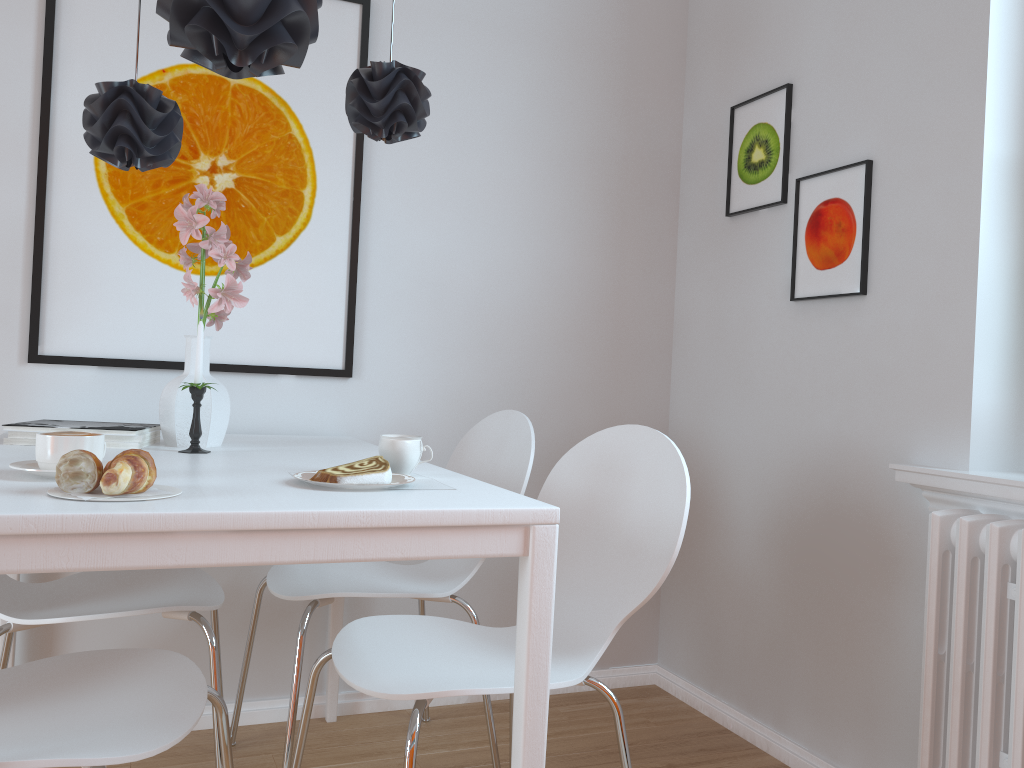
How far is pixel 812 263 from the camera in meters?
2.3

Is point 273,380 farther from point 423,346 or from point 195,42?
point 195,42

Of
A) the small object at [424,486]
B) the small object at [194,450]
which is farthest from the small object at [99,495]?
the small object at [194,450]

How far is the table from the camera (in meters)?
1.02

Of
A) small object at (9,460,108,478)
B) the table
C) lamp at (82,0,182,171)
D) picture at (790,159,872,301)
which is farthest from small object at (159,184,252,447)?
picture at (790,159,872,301)

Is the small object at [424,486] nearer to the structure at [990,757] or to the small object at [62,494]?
the small object at [62,494]

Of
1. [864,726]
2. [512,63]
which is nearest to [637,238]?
[512,63]

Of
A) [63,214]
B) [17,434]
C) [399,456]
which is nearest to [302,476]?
[399,456]

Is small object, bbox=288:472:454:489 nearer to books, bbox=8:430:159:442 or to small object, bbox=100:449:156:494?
small object, bbox=100:449:156:494

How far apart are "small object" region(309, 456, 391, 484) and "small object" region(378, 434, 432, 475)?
0.1m
